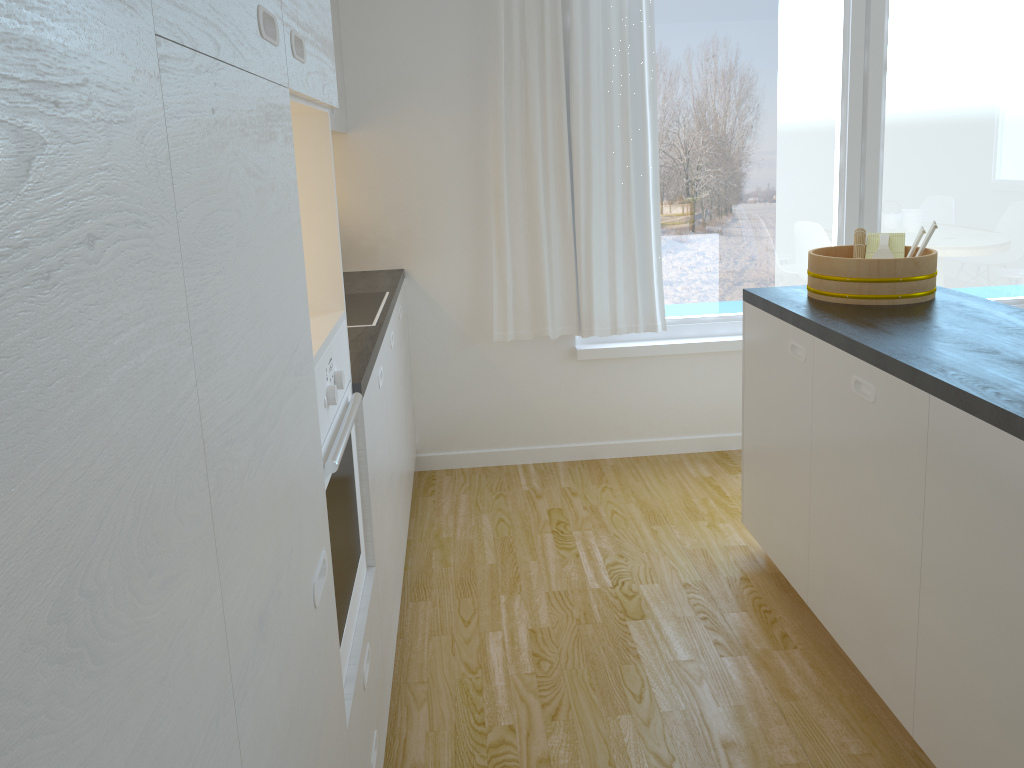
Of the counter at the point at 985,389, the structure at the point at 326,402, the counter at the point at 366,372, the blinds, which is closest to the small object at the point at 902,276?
the counter at the point at 985,389

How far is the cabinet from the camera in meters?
0.8 m

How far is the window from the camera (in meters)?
3.89

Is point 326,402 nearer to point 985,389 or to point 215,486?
point 215,486

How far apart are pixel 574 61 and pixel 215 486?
3.24m

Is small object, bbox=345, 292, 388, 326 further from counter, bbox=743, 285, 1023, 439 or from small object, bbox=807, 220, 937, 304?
small object, bbox=807, 220, 937, 304

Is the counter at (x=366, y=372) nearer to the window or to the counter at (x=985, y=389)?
the window

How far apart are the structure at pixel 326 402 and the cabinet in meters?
0.0

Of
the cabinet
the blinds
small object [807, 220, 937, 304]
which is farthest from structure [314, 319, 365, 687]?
the blinds

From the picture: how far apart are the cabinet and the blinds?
0.4m
